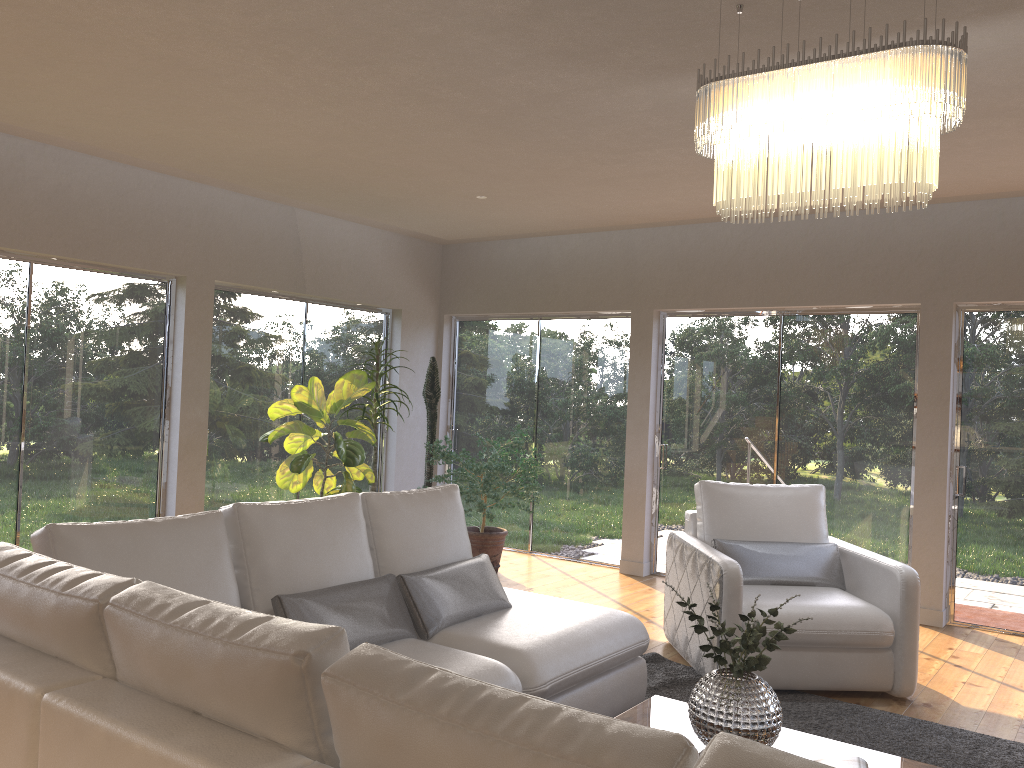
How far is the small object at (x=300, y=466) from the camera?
6.1m

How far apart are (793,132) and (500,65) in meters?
1.4

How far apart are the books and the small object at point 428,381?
5.12m

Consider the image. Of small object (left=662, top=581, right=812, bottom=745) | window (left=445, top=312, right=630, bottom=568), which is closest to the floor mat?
A: small object (left=662, top=581, right=812, bottom=745)

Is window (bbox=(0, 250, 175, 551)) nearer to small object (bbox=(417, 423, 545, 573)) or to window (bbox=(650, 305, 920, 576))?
small object (bbox=(417, 423, 545, 573))

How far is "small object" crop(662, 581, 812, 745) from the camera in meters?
2.7

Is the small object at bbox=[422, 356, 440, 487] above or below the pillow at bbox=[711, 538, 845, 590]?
above

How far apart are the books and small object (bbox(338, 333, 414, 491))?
4.7 meters

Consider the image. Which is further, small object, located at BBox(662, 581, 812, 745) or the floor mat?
the floor mat

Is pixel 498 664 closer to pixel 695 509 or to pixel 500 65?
pixel 500 65
